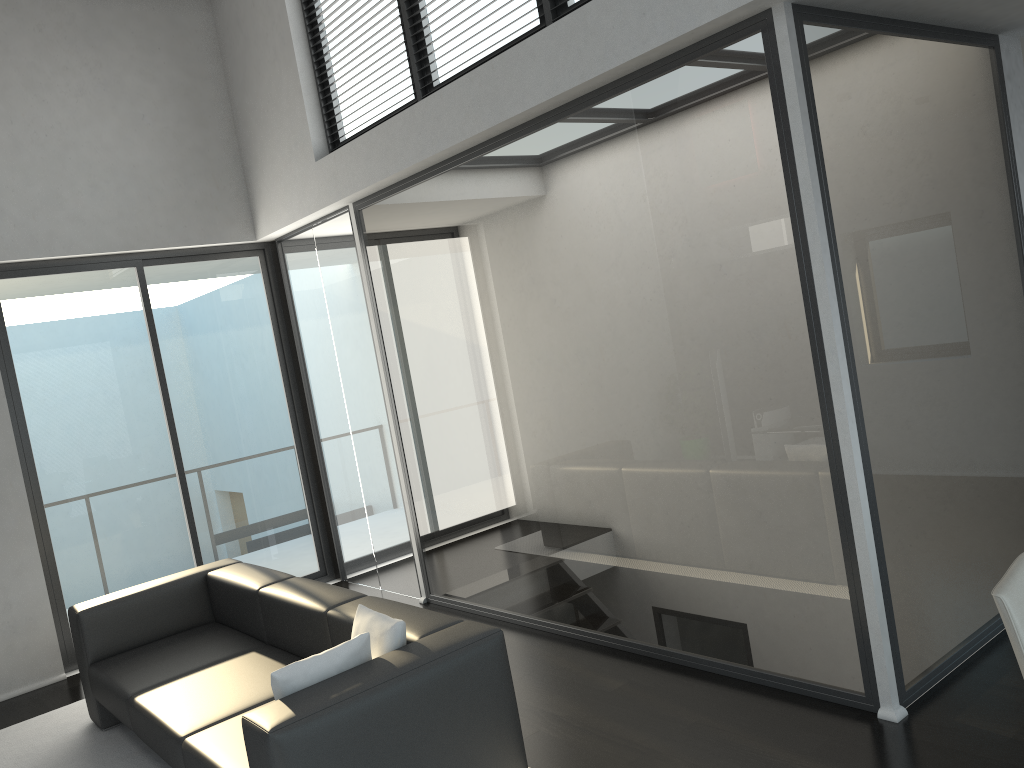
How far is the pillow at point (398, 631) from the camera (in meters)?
3.18

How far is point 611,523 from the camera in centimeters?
442cm

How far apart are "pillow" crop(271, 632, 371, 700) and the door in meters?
3.6 m

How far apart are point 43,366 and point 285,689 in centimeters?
392cm

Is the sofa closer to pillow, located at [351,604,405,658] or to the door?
pillow, located at [351,604,405,658]

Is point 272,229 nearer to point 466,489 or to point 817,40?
point 466,489

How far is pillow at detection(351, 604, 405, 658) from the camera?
3.2m

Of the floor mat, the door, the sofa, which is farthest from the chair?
the door

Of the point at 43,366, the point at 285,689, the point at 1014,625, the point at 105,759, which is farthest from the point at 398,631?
the point at 43,366

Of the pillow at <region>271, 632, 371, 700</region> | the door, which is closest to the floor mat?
the door
